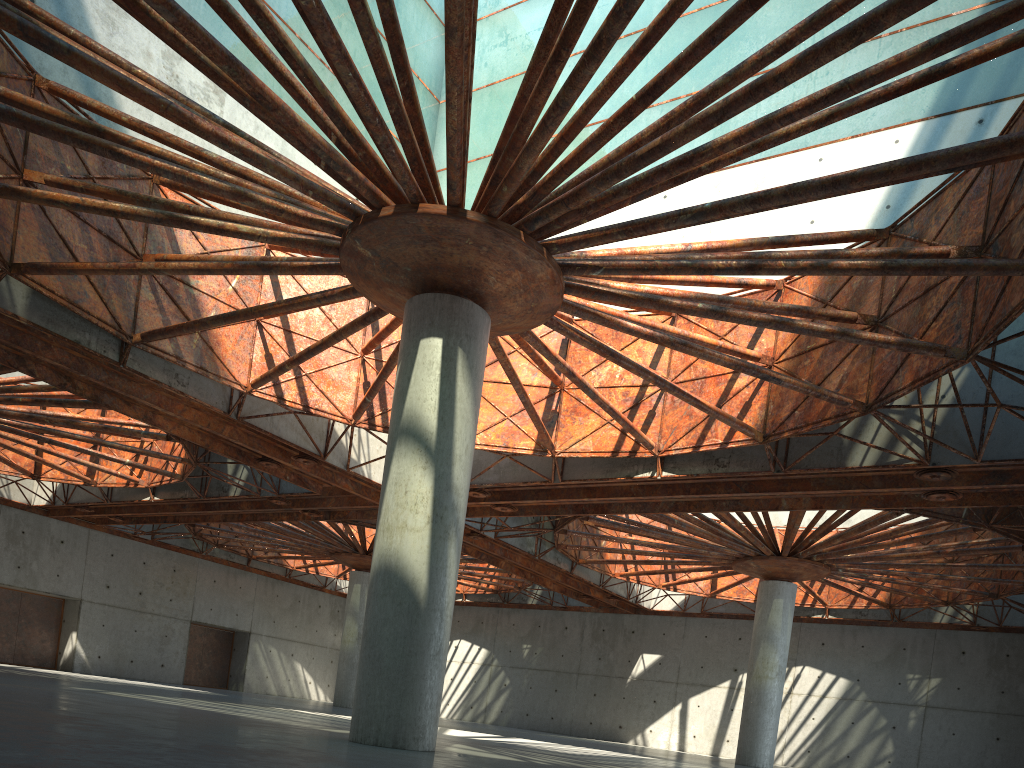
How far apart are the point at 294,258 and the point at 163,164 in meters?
5.8
